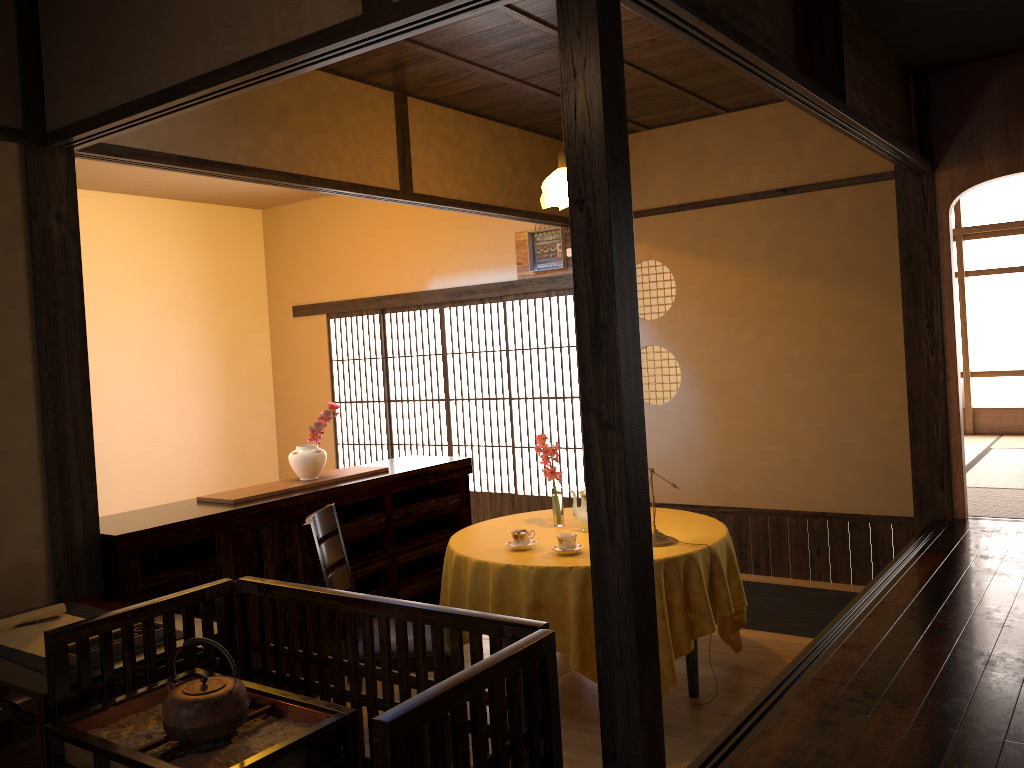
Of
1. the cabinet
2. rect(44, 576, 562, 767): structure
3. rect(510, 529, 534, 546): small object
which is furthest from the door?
rect(44, 576, 562, 767): structure

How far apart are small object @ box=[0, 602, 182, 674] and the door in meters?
4.1 m

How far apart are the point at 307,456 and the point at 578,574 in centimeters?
157cm

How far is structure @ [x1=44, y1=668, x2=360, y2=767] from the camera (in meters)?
2.01

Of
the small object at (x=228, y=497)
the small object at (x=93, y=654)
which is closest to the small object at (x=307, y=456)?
the small object at (x=228, y=497)

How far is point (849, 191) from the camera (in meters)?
5.35

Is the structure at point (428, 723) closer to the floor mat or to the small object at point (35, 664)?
the small object at point (35, 664)

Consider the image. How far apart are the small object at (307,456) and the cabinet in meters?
0.2 m

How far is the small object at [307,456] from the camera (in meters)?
4.39

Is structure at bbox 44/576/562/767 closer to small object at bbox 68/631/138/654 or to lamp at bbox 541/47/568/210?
small object at bbox 68/631/138/654
